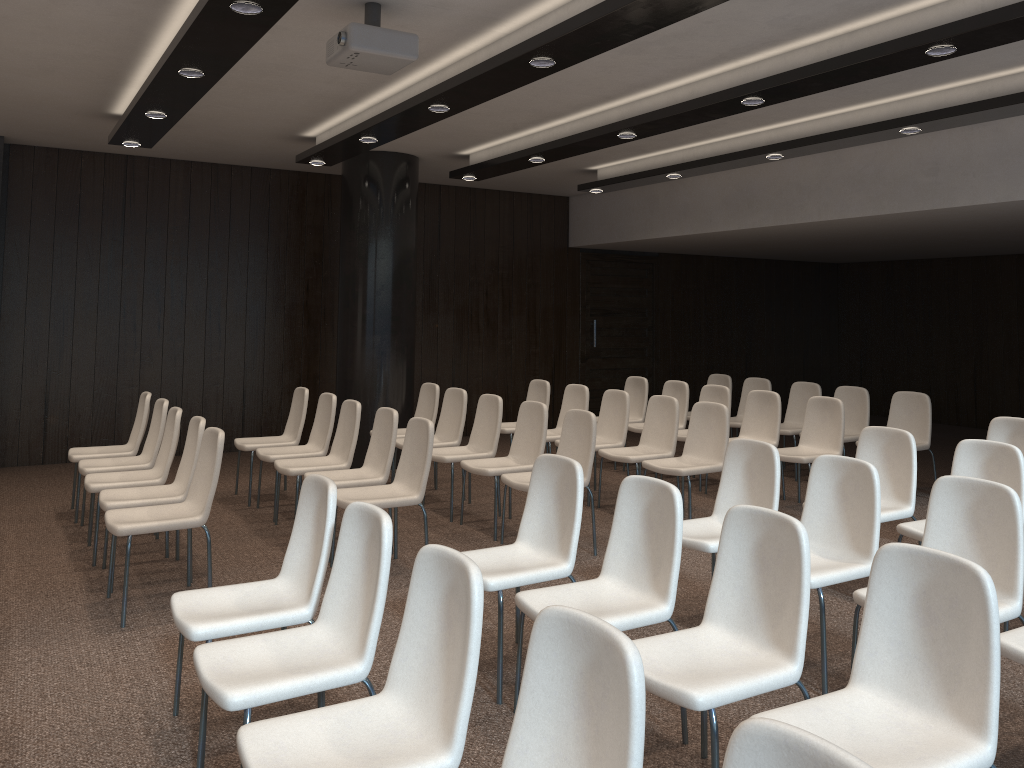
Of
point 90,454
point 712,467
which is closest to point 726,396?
point 712,467

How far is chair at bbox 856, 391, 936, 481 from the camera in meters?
7.7

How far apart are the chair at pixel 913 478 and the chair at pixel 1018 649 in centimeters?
183cm

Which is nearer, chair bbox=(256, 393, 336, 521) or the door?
chair bbox=(256, 393, 336, 521)

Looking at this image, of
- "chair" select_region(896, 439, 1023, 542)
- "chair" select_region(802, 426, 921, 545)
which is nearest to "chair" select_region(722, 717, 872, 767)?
"chair" select_region(896, 439, 1023, 542)

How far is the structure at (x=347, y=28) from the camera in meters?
4.2

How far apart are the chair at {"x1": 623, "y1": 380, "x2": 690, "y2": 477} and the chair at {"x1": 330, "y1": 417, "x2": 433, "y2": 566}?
3.5 meters

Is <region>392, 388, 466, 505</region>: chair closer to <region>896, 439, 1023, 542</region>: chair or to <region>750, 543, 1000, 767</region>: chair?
<region>896, 439, 1023, 542</region>: chair

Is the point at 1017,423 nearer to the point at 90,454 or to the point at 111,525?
the point at 111,525

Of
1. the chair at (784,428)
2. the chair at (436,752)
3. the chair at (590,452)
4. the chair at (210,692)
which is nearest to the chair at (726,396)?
the chair at (784,428)
